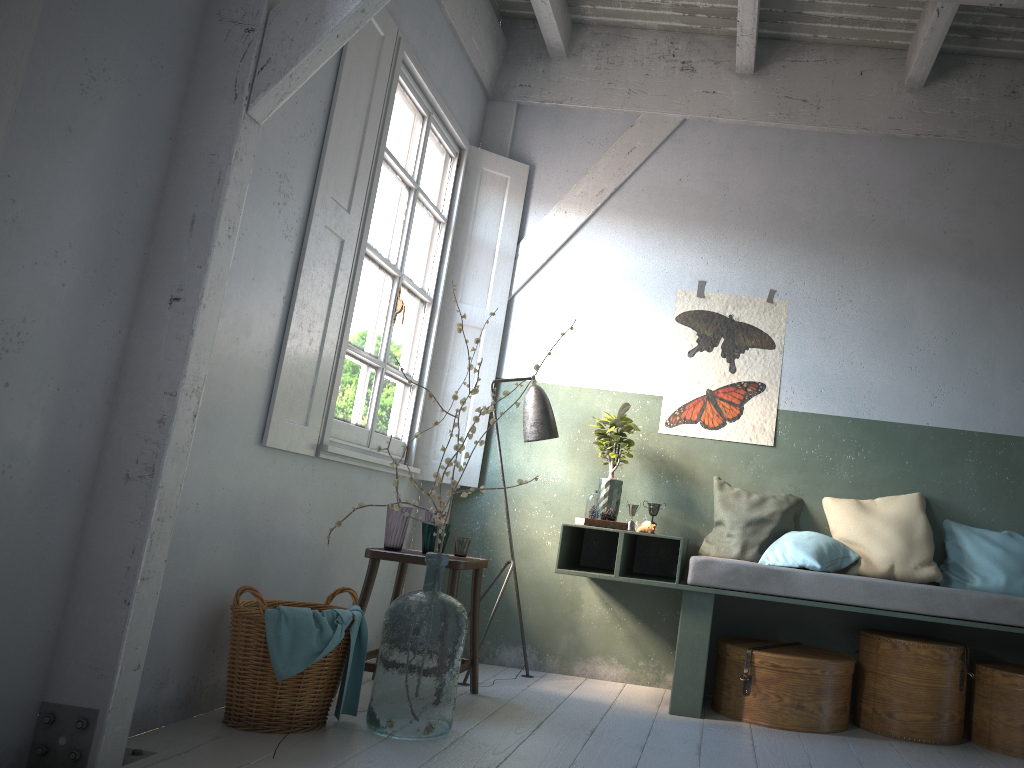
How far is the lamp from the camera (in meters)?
5.37

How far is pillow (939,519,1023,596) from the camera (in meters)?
4.85

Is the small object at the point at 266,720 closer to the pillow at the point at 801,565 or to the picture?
the pillow at the point at 801,565

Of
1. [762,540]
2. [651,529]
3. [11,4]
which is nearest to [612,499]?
[651,529]

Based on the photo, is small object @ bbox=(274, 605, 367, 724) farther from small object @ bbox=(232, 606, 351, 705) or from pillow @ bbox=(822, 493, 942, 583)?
pillow @ bbox=(822, 493, 942, 583)

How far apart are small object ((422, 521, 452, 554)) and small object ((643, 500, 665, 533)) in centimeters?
146cm

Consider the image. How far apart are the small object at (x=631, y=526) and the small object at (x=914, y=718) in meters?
1.4 m

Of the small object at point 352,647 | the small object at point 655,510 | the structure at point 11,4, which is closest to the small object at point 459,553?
the small object at point 352,647

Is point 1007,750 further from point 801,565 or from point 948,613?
point 801,565

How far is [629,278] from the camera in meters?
5.9 m
